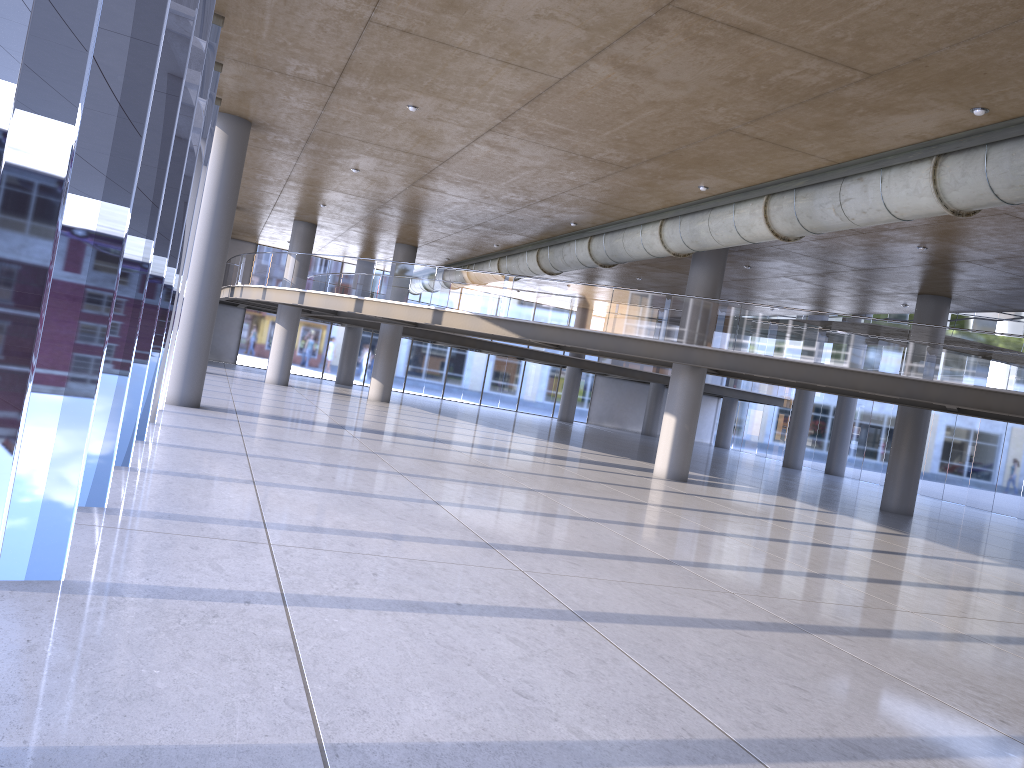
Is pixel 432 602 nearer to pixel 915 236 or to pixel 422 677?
pixel 422 677
